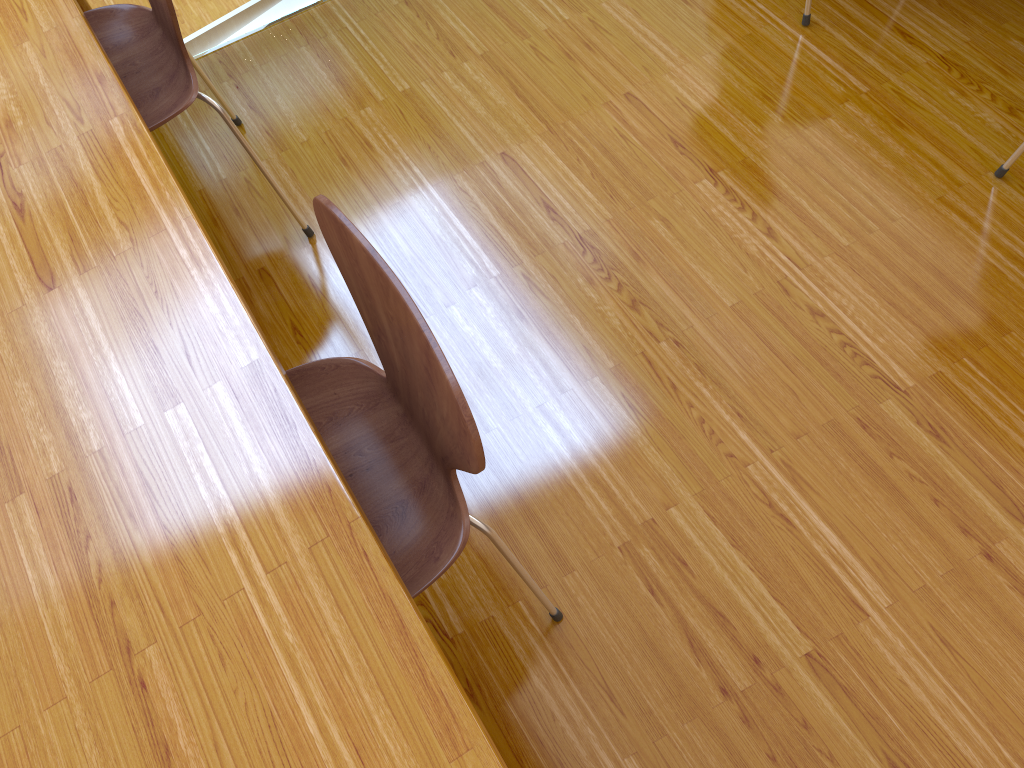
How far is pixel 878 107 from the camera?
1.9m

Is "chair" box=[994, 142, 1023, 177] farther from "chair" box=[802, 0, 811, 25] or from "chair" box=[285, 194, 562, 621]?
"chair" box=[285, 194, 562, 621]

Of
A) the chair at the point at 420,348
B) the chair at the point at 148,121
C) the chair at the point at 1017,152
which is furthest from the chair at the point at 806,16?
the chair at the point at 420,348

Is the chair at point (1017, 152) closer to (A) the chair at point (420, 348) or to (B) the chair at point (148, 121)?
(A) the chair at point (420, 348)

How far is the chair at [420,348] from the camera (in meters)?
0.95

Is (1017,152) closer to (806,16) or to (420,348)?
(806,16)

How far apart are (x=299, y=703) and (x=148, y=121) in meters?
1.2 m

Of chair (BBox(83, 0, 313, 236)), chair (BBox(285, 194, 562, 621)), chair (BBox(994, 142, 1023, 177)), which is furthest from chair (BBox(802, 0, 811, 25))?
chair (BBox(285, 194, 562, 621))

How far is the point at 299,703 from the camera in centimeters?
83cm

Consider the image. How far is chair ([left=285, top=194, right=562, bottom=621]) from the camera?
0.9 meters
